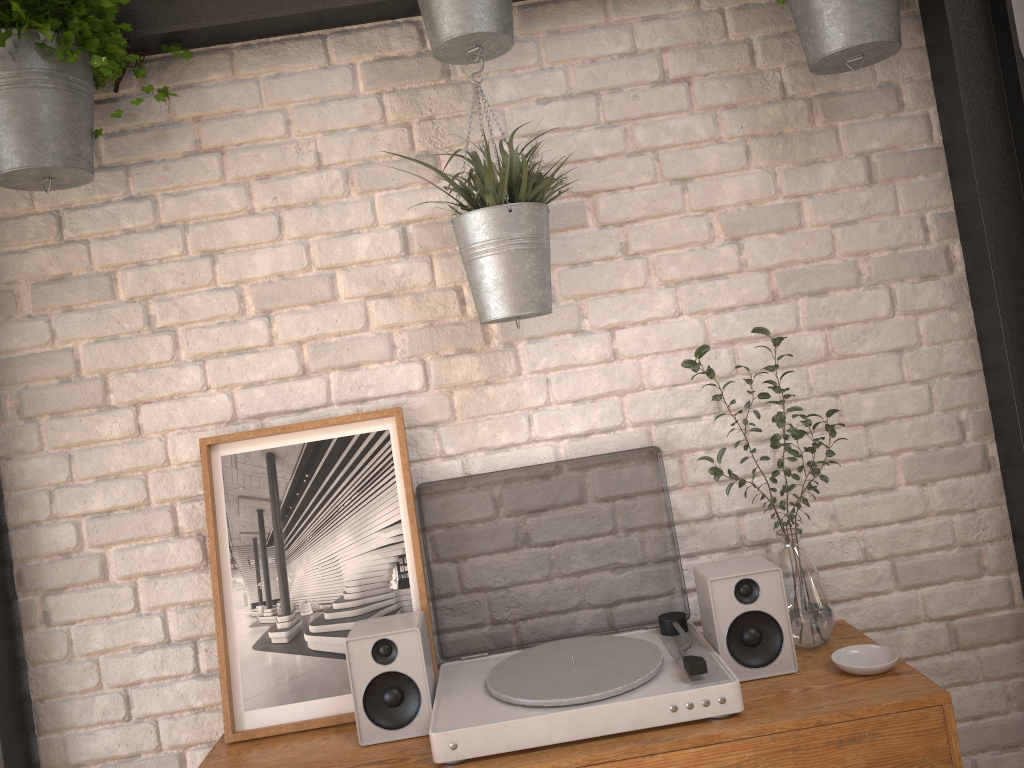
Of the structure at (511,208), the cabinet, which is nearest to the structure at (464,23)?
the structure at (511,208)

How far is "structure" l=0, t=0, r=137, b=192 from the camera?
1.56m

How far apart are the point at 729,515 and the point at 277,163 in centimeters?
120cm

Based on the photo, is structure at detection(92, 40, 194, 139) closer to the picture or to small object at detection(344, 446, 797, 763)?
the picture

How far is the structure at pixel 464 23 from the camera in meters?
1.6 m

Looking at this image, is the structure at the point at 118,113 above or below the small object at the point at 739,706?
above

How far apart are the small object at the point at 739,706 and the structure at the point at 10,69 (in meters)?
0.88

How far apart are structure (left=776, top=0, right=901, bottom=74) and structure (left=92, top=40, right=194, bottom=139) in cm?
120

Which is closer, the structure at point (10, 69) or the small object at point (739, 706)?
the small object at point (739, 706)

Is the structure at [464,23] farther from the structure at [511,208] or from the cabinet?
the cabinet
